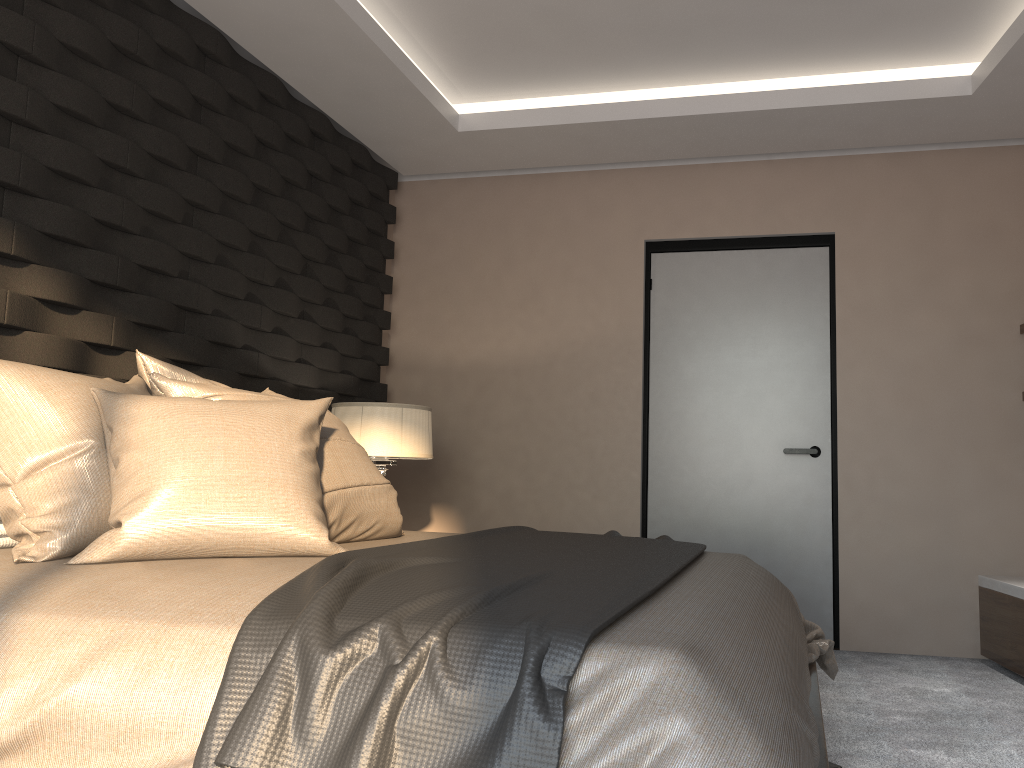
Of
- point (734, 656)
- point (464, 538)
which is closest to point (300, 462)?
point (464, 538)

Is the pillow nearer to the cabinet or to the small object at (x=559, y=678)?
the small object at (x=559, y=678)

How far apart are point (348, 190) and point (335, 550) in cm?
294

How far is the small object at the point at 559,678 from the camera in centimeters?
122cm

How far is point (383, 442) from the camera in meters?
3.8 m

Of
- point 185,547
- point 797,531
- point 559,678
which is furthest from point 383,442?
point 559,678

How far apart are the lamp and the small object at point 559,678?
1.16m

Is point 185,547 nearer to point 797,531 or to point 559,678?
point 559,678

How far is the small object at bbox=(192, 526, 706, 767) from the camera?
1.22m

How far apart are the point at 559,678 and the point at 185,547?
1.0 meters
